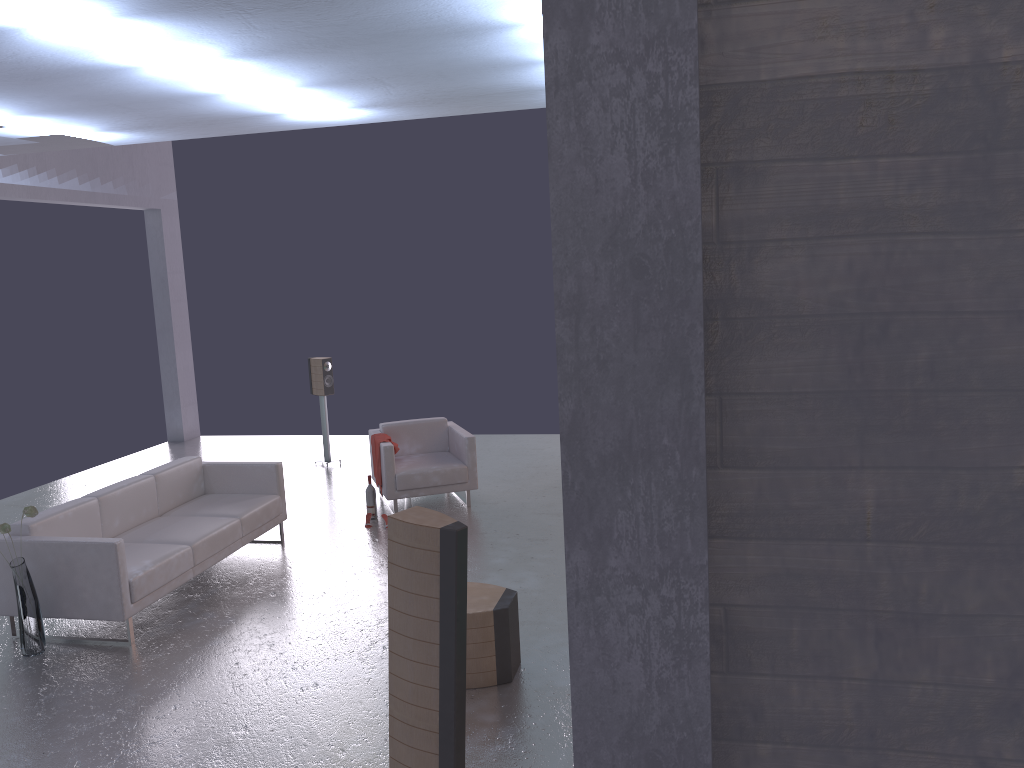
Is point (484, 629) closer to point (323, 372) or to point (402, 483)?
point (402, 483)

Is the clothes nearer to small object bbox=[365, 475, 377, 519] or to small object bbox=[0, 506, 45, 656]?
small object bbox=[365, 475, 377, 519]

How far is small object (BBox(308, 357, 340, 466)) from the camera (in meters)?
10.97

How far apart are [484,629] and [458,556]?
1.9m

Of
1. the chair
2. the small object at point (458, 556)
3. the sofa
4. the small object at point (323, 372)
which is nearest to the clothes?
the chair

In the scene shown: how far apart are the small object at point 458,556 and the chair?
5.3 meters

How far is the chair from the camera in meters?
8.7 m

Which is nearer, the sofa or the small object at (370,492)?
the sofa

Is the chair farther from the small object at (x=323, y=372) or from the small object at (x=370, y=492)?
the small object at (x=323, y=372)

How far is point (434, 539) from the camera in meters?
3.4
